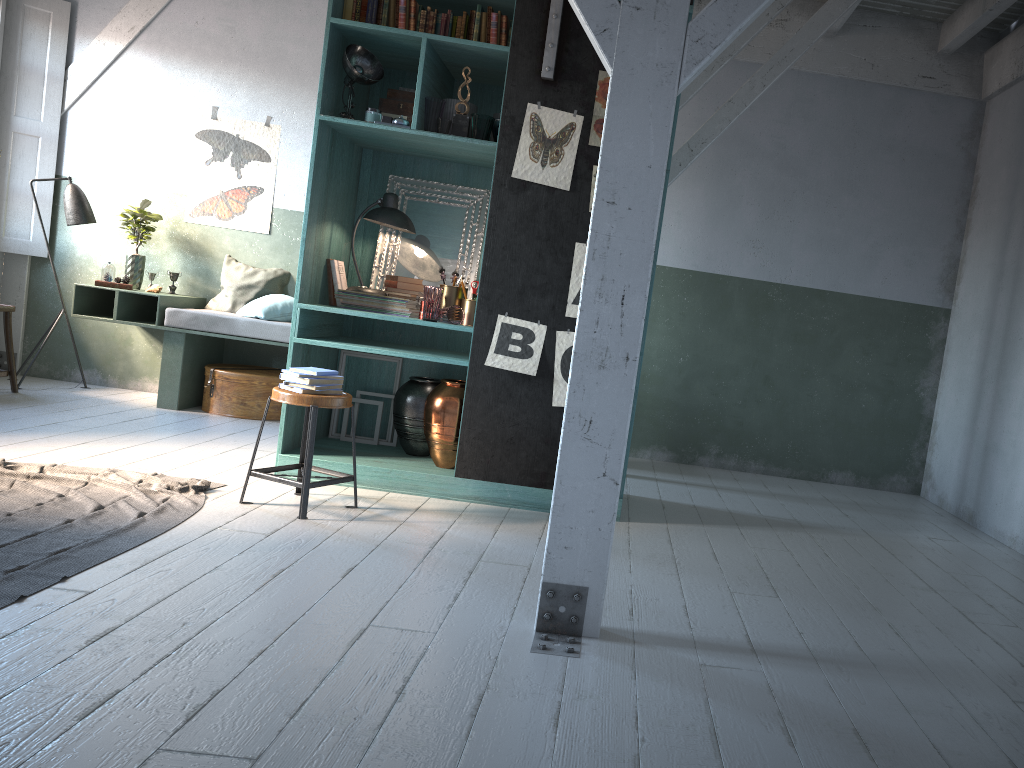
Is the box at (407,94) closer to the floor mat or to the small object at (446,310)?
the small object at (446,310)

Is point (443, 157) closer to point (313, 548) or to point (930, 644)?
point (313, 548)

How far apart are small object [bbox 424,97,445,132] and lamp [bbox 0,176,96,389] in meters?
4.2 m

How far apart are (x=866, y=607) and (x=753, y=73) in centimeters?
537cm

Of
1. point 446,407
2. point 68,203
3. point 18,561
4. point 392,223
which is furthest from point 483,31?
point 68,203

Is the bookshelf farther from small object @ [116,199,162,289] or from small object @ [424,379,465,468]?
small object @ [116,199,162,289]

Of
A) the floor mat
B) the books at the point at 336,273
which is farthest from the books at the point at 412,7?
the floor mat

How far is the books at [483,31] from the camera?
5.6m

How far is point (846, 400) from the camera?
8.0 meters

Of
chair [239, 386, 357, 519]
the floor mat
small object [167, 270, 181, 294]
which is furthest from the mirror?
small object [167, 270, 181, 294]
